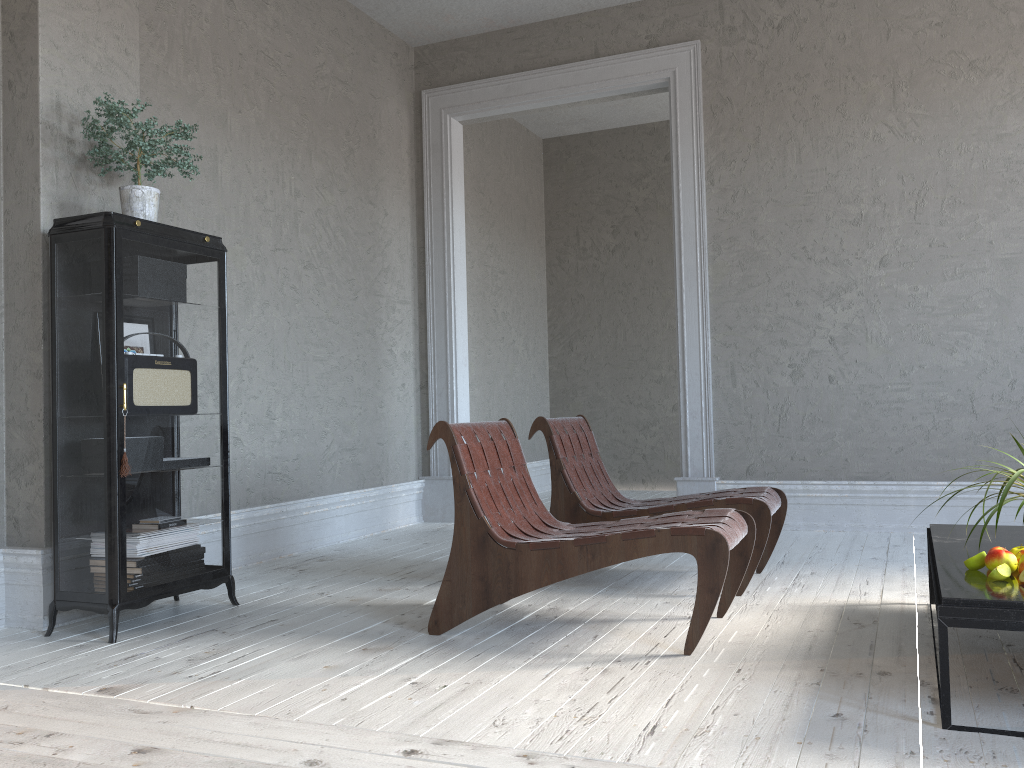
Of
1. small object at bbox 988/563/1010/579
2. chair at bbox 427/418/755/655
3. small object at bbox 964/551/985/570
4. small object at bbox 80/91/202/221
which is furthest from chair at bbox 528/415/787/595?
small object at bbox 80/91/202/221

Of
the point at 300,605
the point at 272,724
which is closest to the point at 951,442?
the point at 300,605

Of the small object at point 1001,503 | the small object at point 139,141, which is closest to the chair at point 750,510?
the small object at point 1001,503

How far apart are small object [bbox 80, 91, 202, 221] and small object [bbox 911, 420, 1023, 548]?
2.9 meters

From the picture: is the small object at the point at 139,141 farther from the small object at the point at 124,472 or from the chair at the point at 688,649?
the chair at the point at 688,649

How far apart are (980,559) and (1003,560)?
0.07m

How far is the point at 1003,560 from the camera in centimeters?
219cm

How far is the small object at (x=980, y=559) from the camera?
2.25m

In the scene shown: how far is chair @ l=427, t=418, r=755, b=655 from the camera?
2.6 meters

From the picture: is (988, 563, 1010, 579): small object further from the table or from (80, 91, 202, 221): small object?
(80, 91, 202, 221): small object
